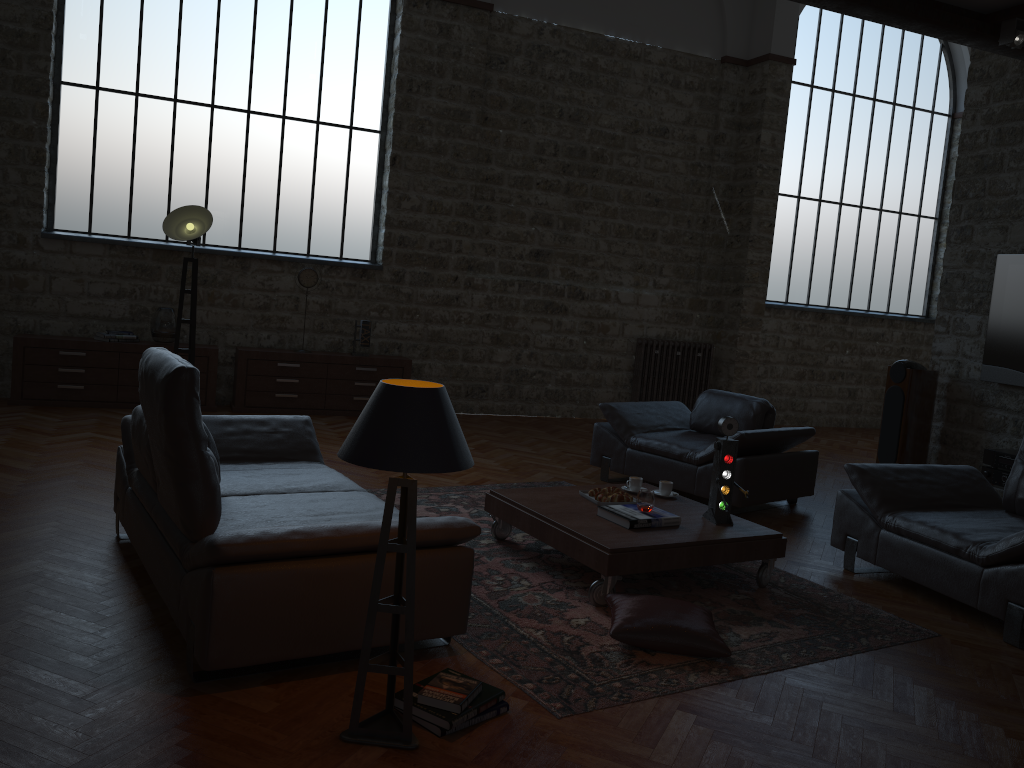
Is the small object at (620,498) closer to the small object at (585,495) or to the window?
the small object at (585,495)

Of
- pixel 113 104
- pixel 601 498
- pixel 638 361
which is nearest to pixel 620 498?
pixel 601 498

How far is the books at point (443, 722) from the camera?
2.79m

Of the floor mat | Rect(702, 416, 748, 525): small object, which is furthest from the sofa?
Rect(702, 416, 748, 525): small object

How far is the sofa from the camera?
2.9 meters

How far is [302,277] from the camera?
8.7m

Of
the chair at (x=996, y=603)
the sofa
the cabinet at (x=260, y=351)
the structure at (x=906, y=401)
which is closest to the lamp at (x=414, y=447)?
the sofa

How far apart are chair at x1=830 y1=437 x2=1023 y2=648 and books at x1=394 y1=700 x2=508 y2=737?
2.57m

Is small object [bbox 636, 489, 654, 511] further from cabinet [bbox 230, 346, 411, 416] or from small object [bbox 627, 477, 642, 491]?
cabinet [bbox 230, 346, 411, 416]

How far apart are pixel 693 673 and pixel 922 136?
10.8 meters
